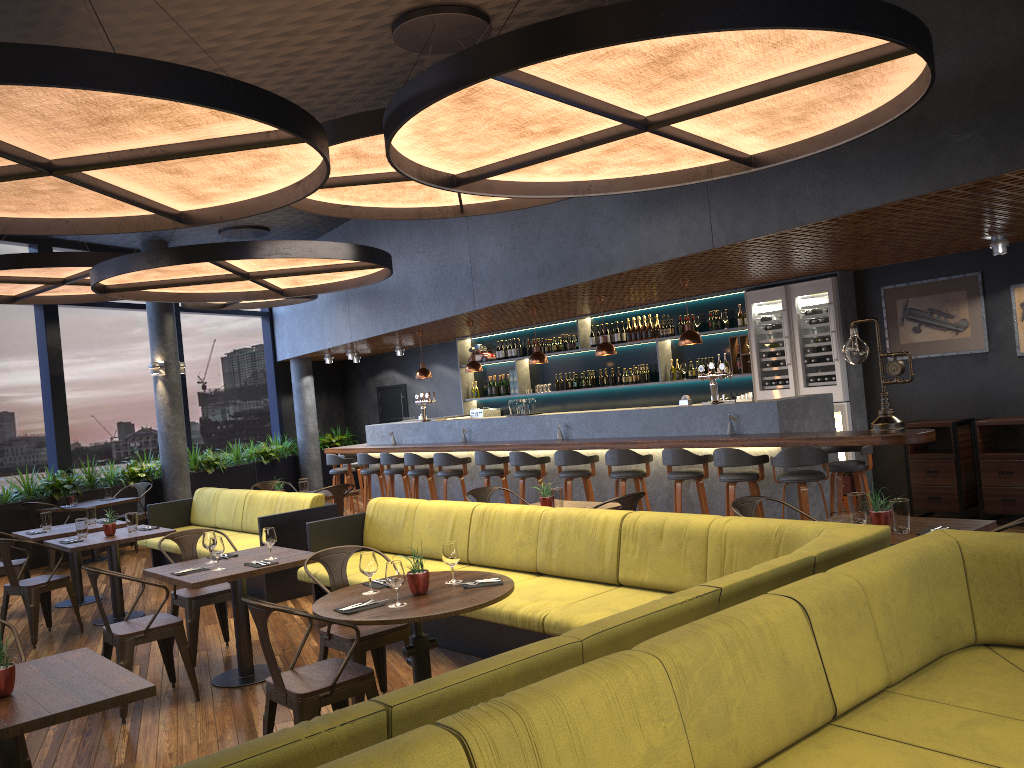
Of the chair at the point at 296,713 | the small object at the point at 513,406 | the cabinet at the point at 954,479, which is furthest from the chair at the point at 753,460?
the chair at the point at 296,713

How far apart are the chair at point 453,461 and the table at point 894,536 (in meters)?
6.10

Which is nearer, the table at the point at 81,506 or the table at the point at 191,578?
the table at the point at 191,578

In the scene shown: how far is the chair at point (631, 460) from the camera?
8.82m

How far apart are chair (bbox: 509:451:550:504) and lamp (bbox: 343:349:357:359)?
6.27m

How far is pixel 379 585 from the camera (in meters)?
4.69

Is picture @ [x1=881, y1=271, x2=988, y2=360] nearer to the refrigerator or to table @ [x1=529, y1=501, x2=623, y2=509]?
the refrigerator

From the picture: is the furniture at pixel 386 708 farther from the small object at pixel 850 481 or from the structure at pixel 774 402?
the small object at pixel 850 481

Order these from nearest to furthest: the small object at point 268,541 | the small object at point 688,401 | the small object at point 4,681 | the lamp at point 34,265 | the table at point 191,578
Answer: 1. the small object at point 4,681
2. the table at point 191,578
3. the small object at point 268,541
4. the lamp at point 34,265
5. the small object at point 688,401

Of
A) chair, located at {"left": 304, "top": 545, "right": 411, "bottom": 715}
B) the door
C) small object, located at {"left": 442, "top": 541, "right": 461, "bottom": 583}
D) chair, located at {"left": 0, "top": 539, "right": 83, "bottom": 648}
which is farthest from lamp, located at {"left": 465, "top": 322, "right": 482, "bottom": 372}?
small object, located at {"left": 442, "top": 541, "right": 461, "bottom": 583}
